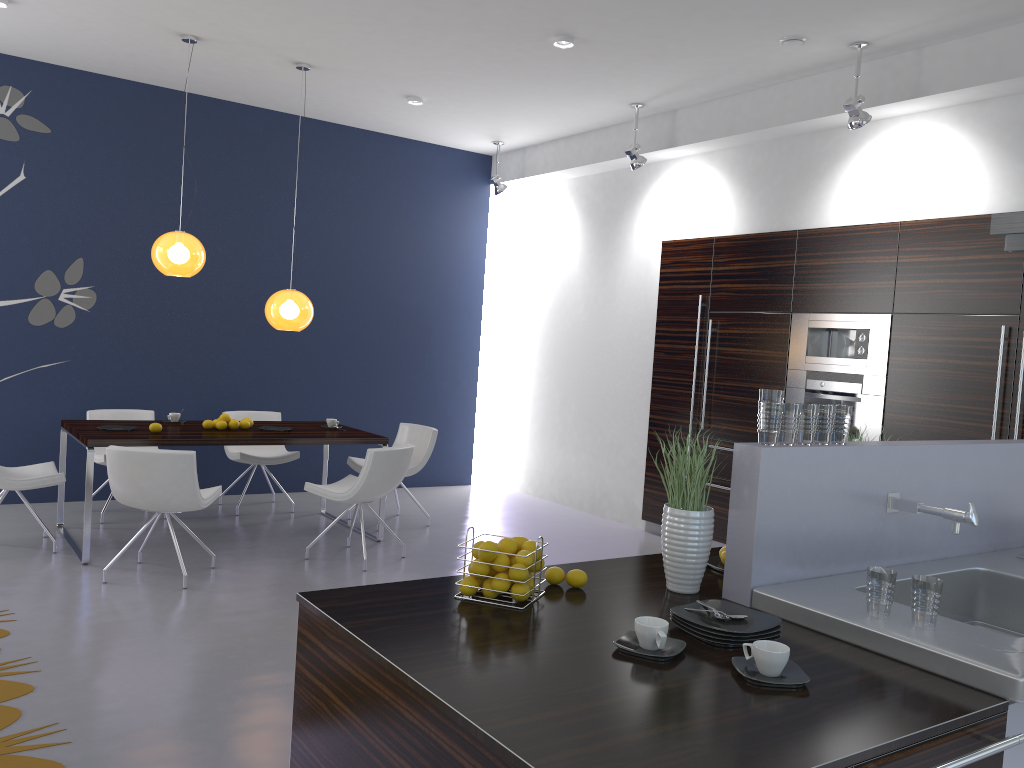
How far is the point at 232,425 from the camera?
6.4m

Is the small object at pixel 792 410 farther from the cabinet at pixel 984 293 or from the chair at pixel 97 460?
the chair at pixel 97 460

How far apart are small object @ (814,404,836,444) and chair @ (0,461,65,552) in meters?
4.9

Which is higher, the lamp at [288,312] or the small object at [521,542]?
the lamp at [288,312]

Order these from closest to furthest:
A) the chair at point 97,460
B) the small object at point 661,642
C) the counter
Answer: the counter, the small object at point 661,642, the chair at point 97,460

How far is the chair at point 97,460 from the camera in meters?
6.7

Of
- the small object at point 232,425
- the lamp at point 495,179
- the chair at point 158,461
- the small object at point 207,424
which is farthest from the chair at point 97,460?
the lamp at point 495,179

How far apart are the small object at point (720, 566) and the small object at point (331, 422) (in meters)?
4.52

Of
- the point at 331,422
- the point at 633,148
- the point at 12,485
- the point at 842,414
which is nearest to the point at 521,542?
the point at 842,414

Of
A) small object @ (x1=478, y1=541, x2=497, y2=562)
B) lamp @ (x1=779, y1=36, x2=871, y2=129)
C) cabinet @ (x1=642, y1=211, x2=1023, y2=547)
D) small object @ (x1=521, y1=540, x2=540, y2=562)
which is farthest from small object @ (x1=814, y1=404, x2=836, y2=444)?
lamp @ (x1=779, y1=36, x2=871, y2=129)
